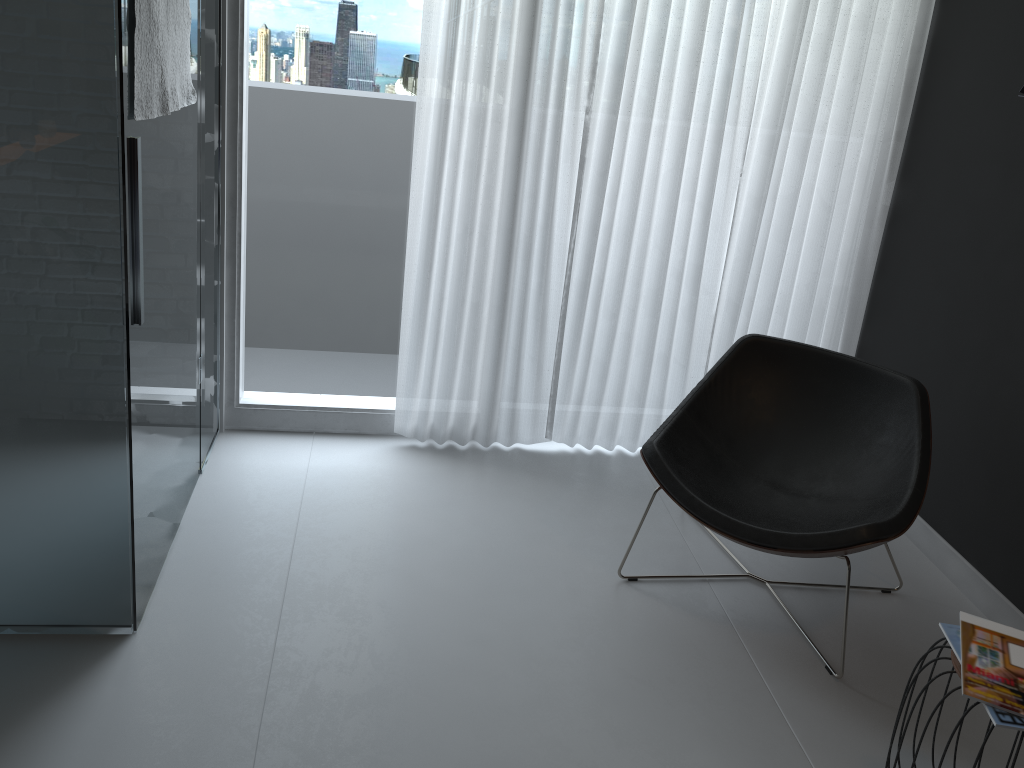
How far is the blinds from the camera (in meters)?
3.02

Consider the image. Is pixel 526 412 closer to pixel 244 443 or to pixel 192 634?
pixel 244 443

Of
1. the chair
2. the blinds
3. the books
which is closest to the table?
the books

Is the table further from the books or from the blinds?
the blinds

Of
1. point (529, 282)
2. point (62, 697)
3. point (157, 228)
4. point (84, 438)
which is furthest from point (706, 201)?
point (62, 697)

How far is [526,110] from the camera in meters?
3.0 m

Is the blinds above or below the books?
above

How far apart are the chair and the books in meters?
0.3 m

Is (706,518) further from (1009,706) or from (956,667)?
(1009,706)

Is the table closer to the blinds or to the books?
the books
